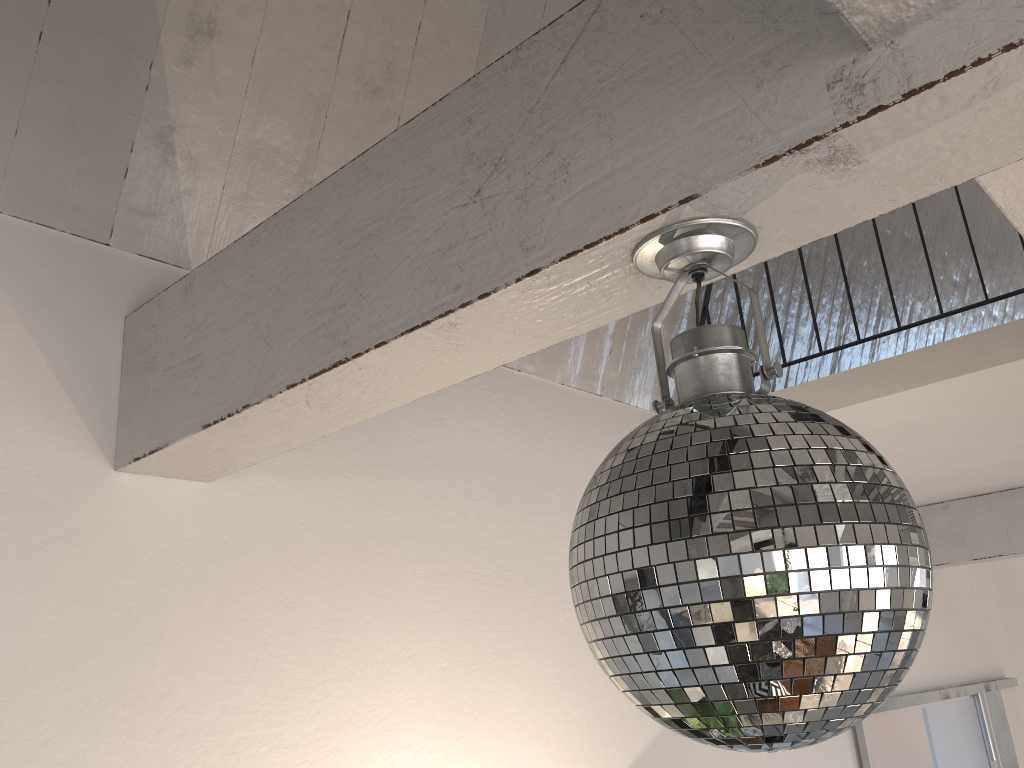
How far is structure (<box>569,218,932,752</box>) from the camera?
0.7m

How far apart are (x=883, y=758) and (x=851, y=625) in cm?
349

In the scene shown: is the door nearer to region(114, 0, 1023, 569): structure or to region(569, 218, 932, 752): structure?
region(114, 0, 1023, 569): structure

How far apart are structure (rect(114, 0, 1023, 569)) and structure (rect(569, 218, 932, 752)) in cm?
1

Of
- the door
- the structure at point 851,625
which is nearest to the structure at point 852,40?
the structure at point 851,625

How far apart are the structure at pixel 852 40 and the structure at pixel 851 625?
0.01m

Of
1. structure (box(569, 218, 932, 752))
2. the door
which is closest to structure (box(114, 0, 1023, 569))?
structure (box(569, 218, 932, 752))

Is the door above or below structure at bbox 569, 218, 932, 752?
below

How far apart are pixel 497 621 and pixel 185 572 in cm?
87

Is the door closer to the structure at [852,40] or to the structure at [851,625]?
A: the structure at [852,40]
